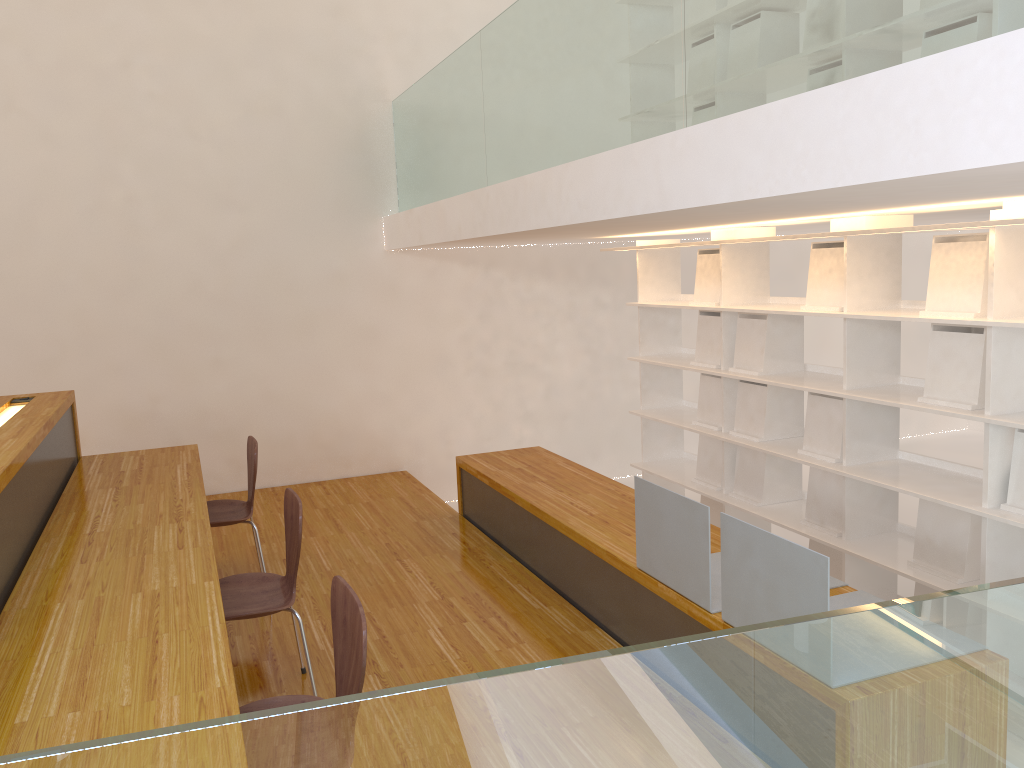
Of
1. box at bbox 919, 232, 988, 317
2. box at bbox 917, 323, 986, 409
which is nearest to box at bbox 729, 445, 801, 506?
box at bbox 917, 323, 986, 409

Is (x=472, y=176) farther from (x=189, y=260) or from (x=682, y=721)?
(x=682, y=721)

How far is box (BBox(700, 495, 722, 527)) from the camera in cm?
483

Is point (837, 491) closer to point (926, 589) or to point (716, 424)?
point (926, 589)

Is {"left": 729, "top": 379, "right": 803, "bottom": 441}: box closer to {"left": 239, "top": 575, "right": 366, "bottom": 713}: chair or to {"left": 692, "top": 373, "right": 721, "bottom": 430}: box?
{"left": 692, "top": 373, "right": 721, "bottom": 430}: box

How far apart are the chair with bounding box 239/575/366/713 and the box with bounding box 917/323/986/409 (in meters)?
2.33

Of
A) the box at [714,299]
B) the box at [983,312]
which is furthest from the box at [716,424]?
the box at [983,312]

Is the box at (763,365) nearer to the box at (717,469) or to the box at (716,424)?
the box at (716,424)

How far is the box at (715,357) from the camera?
4.7m

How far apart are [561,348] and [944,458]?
3.2 meters
